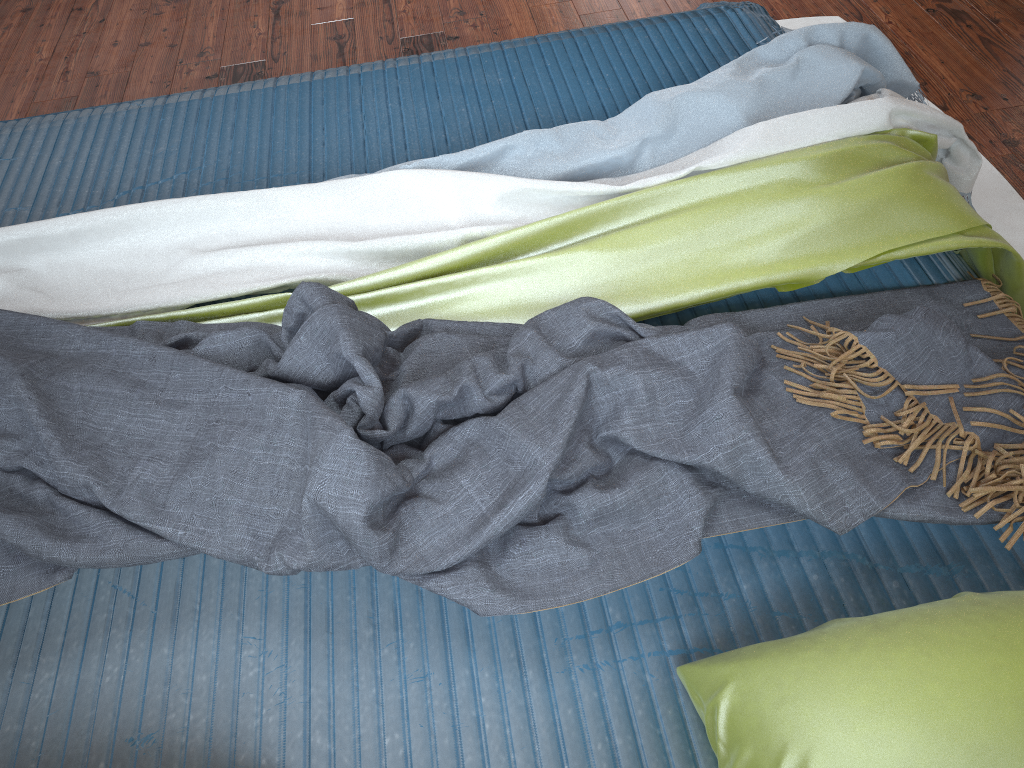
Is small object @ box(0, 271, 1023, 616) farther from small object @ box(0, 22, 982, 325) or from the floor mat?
the floor mat

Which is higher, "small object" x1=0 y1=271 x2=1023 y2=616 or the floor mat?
"small object" x1=0 y1=271 x2=1023 y2=616

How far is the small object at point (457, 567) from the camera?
1.0m

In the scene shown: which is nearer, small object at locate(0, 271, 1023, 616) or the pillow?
the pillow

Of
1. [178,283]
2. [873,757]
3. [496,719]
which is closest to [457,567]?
[496,719]

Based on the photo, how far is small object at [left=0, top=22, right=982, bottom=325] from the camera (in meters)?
1.39

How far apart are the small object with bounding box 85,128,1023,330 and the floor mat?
0.4 meters

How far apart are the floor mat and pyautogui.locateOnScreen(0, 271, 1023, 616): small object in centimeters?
49cm

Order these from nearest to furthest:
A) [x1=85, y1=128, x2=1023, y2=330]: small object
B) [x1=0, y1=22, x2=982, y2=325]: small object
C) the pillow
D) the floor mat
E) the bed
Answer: the pillow, the bed, [x1=85, y1=128, x2=1023, y2=330]: small object, [x1=0, y1=22, x2=982, y2=325]: small object, the floor mat

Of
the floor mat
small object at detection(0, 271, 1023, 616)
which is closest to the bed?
small object at detection(0, 271, 1023, 616)
